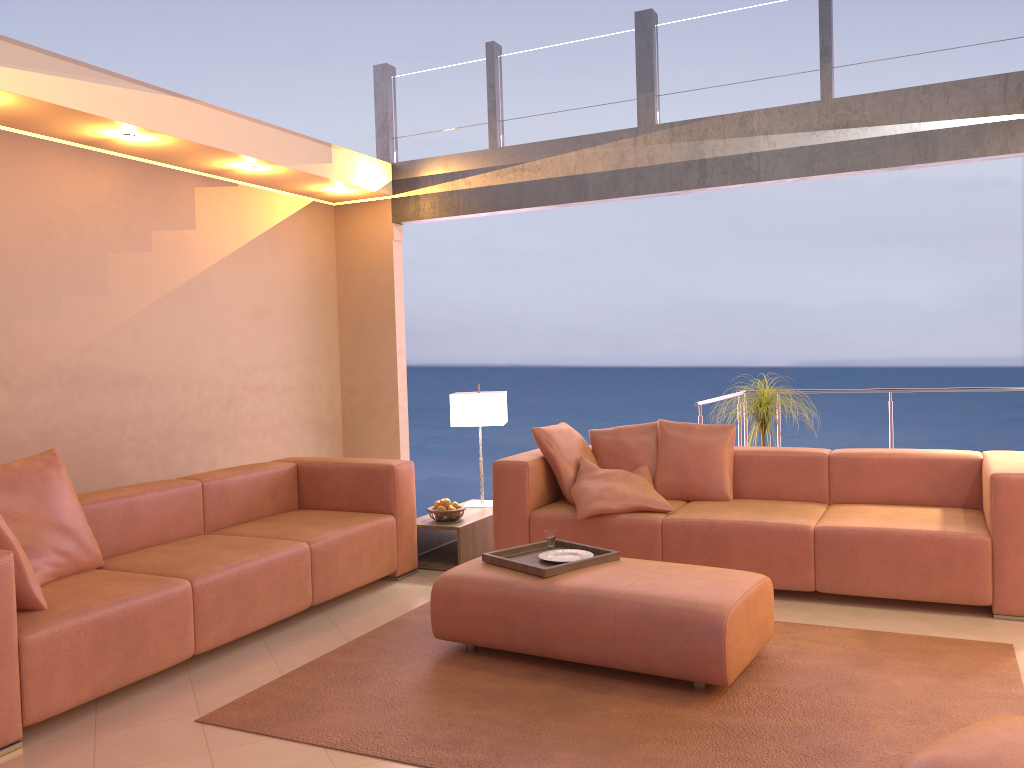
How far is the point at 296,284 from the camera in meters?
6.4

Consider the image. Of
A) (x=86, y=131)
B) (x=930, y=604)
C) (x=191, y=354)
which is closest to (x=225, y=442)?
(x=191, y=354)

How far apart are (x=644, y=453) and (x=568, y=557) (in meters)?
1.48

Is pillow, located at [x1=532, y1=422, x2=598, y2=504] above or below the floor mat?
above

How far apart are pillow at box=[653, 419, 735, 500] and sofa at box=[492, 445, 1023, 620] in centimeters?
4cm

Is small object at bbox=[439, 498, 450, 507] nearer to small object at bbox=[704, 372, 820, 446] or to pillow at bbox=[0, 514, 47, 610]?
small object at bbox=[704, 372, 820, 446]

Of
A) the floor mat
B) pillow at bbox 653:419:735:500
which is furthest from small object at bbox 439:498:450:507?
pillow at bbox 653:419:735:500

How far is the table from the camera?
5.17m

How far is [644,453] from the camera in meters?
5.2 m

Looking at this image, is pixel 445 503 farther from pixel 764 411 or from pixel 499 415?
pixel 764 411
